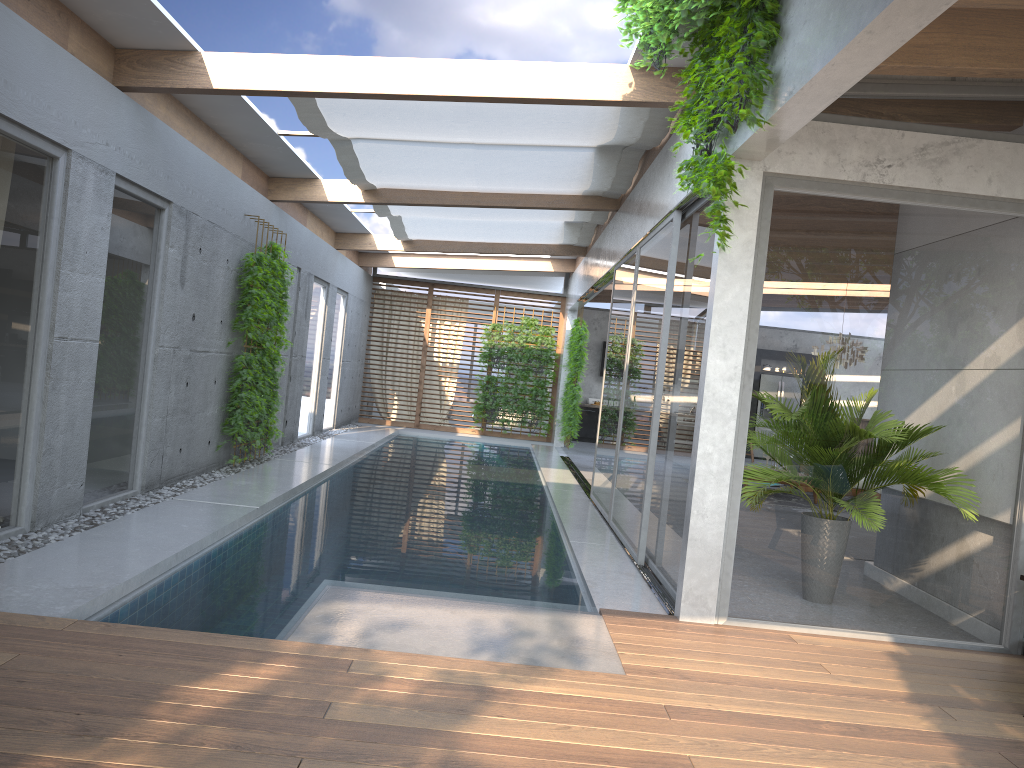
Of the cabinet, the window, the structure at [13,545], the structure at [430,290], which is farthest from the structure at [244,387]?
the cabinet

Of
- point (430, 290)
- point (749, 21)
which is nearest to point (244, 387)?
point (749, 21)

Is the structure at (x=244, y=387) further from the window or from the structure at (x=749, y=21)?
the structure at (x=749, y=21)

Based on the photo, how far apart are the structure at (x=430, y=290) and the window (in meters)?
Result: 0.19

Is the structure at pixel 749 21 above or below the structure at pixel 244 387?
above

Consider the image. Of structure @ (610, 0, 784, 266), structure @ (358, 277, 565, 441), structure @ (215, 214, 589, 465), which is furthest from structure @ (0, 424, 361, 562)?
structure @ (610, 0, 784, 266)

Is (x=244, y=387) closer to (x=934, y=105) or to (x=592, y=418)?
(x=934, y=105)

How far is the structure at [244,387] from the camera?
9.3 meters

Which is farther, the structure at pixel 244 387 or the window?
the structure at pixel 244 387

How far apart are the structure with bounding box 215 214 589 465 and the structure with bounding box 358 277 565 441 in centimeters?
55cm
